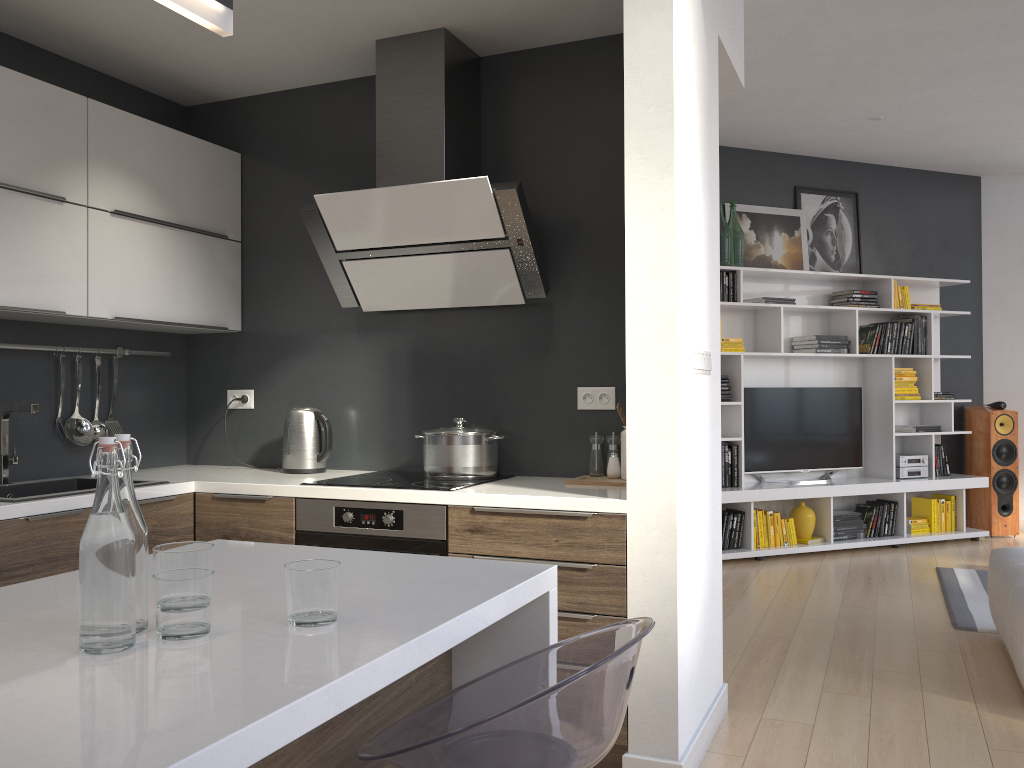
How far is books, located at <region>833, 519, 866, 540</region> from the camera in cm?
647

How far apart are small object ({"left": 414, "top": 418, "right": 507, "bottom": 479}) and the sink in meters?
1.0

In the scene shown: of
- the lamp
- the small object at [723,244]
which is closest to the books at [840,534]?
the small object at [723,244]

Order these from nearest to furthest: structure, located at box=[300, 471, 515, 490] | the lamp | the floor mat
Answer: the lamp
structure, located at box=[300, 471, 515, 490]
the floor mat

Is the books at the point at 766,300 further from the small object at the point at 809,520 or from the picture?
the small object at the point at 809,520

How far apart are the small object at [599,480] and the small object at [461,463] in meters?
0.3 m

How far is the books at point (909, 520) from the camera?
6.8 meters

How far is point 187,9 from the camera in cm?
134

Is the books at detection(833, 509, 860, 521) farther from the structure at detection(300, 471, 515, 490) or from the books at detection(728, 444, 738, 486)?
the structure at detection(300, 471, 515, 490)

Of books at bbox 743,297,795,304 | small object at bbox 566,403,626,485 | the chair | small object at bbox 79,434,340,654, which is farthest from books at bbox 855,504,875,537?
small object at bbox 79,434,340,654
